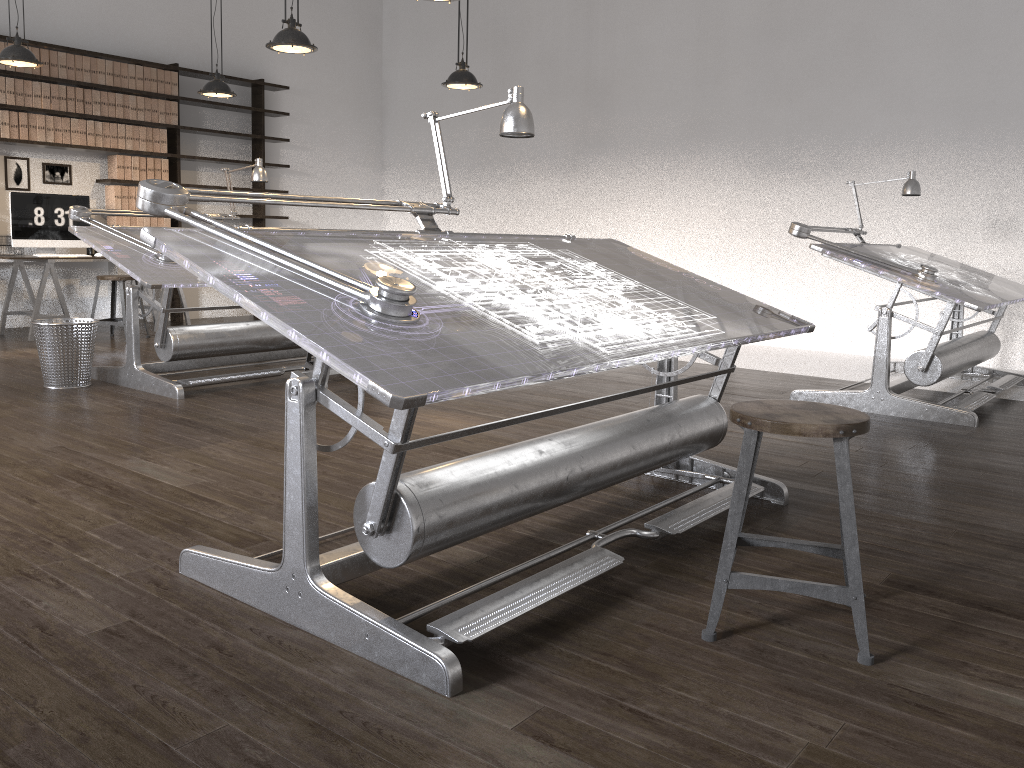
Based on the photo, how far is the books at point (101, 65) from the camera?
7.7m

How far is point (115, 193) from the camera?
8.0 meters

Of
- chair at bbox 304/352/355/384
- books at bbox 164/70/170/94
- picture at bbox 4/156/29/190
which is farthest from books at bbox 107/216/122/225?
chair at bbox 304/352/355/384

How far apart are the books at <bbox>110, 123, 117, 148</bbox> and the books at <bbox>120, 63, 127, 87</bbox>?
0.4m

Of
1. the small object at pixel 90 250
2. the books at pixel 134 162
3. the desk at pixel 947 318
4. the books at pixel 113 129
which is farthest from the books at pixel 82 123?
the desk at pixel 947 318

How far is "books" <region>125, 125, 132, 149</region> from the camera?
8.00m

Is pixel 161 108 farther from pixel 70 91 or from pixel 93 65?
pixel 70 91

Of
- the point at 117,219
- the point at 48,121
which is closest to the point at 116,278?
the point at 117,219

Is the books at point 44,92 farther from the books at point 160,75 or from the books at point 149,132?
the books at point 160,75

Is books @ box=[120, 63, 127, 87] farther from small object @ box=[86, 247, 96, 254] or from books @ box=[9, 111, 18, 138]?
small object @ box=[86, 247, 96, 254]
